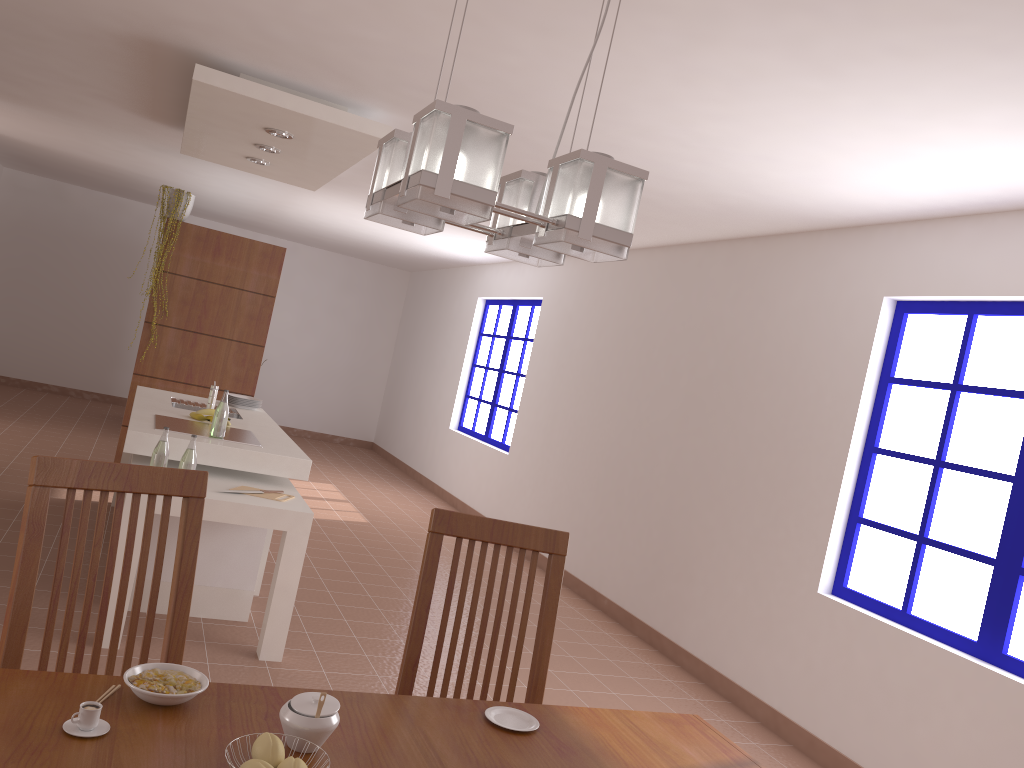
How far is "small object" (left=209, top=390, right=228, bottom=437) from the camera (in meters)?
4.23

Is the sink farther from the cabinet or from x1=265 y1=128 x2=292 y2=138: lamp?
x1=265 y1=128 x2=292 y2=138: lamp

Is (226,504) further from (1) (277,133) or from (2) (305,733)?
(2) (305,733)

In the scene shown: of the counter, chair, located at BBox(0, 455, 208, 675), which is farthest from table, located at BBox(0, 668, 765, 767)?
the counter

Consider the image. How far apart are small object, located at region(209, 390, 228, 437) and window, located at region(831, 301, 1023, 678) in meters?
3.0 m

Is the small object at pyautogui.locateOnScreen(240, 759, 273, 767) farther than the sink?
No

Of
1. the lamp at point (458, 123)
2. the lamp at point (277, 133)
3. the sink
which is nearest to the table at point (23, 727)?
the lamp at point (458, 123)

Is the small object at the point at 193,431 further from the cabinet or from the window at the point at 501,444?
the window at the point at 501,444

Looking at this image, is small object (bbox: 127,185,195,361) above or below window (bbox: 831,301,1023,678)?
above

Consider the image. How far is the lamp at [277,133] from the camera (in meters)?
4.52
